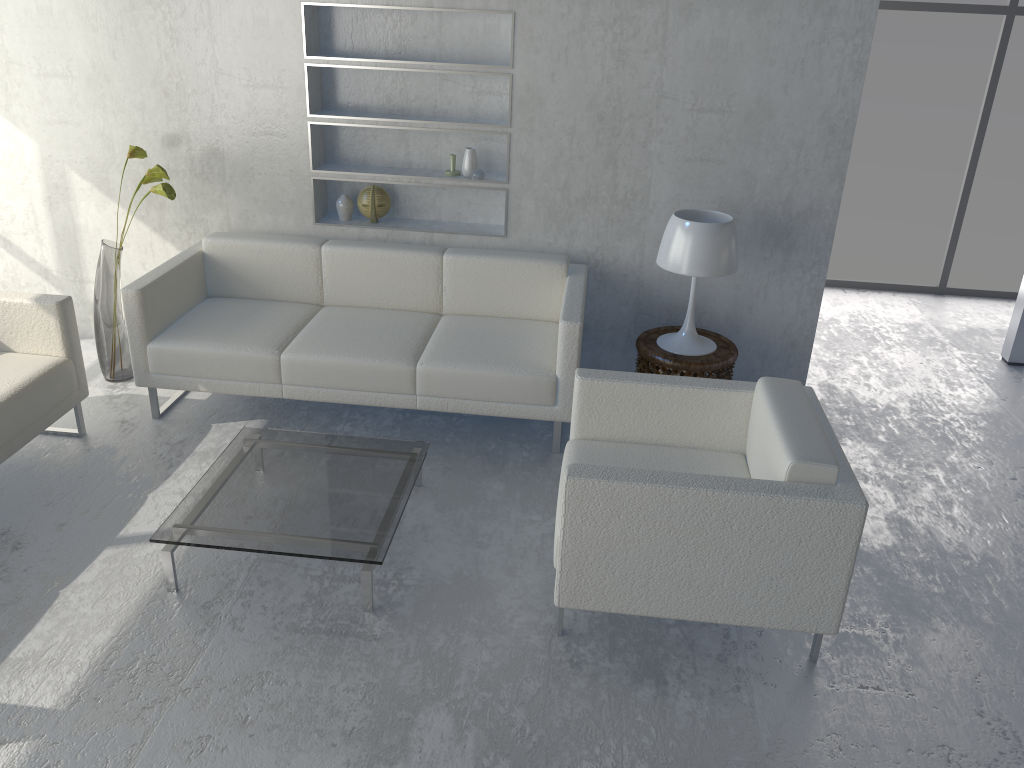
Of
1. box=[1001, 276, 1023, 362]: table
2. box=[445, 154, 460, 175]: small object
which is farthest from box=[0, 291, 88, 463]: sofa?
box=[1001, 276, 1023, 362]: table

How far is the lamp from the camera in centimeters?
361cm

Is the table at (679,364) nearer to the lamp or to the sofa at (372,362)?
the lamp

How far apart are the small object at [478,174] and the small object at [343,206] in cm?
65

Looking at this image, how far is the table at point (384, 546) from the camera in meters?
2.7 m

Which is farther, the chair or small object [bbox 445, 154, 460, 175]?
small object [bbox 445, 154, 460, 175]

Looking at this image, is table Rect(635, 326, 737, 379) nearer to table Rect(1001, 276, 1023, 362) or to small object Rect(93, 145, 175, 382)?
table Rect(1001, 276, 1023, 362)

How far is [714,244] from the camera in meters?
3.6 m

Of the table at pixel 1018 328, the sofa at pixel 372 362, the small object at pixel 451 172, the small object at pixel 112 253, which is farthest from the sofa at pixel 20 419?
the table at pixel 1018 328

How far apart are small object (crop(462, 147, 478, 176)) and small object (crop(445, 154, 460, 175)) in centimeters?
5cm
